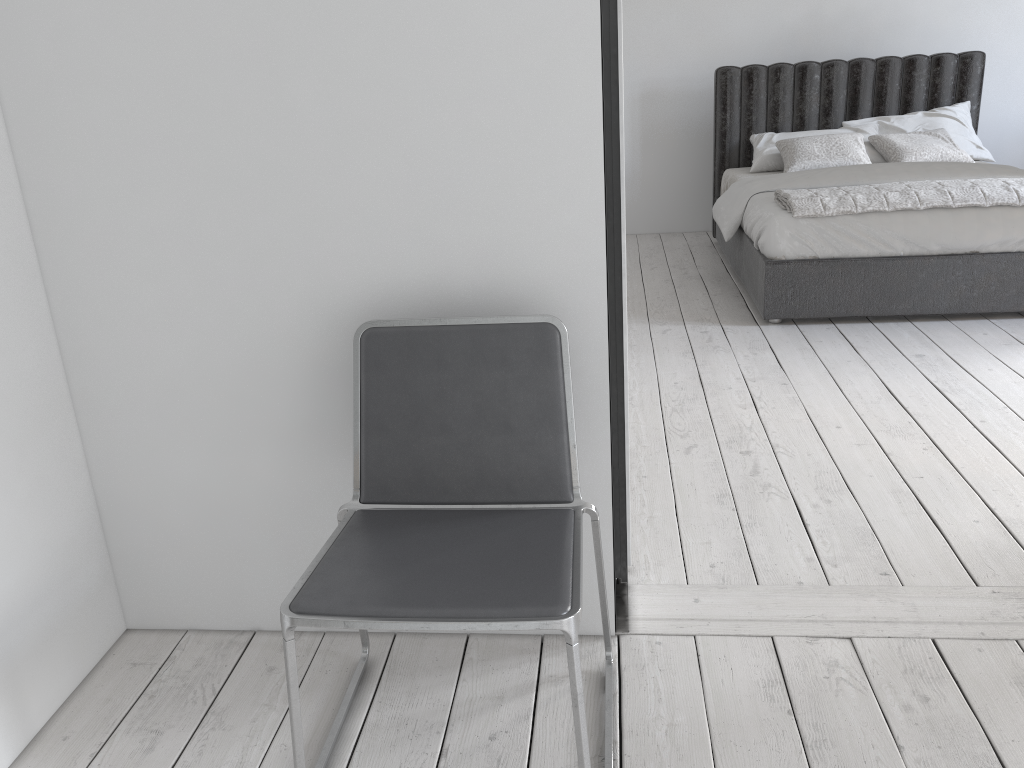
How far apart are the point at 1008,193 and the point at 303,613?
3.9m

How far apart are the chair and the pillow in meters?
4.0

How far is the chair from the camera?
1.40m

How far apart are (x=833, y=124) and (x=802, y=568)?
4.37m

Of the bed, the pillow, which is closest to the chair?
the bed

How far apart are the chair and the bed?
2.67m

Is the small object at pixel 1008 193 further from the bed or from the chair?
the chair

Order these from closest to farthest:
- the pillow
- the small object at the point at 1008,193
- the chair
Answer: the chair < the small object at the point at 1008,193 < the pillow

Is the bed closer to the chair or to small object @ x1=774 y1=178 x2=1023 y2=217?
small object @ x1=774 y1=178 x2=1023 y2=217

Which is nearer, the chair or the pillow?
the chair
